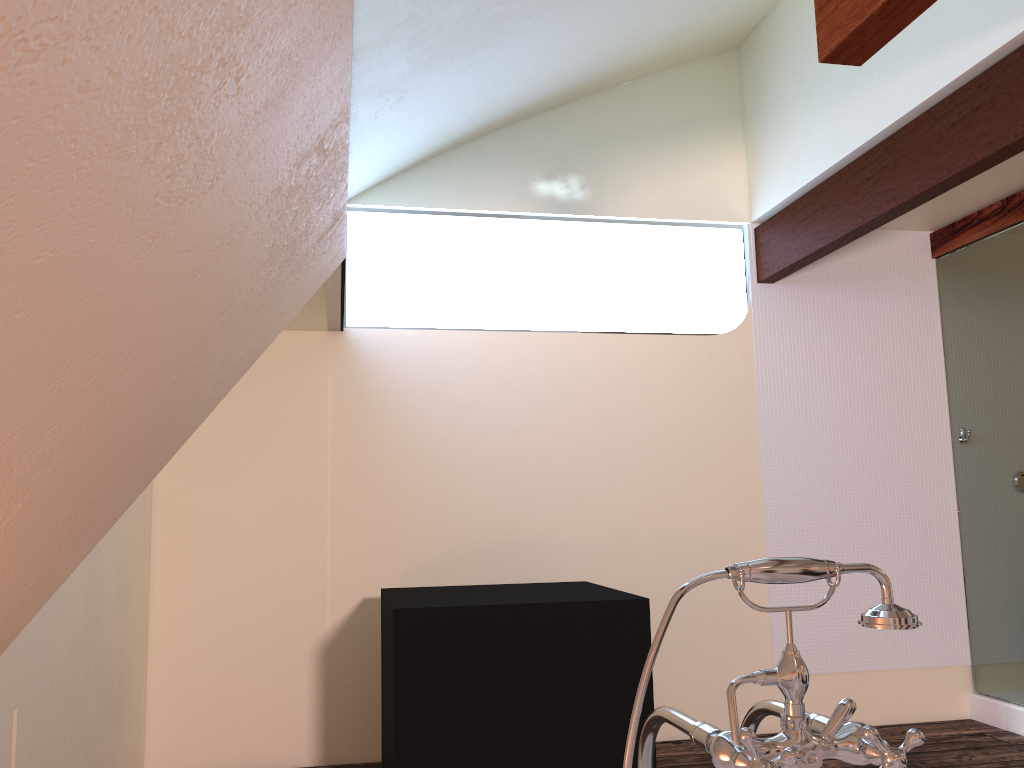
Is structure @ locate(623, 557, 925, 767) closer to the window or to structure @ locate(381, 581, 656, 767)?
structure @ locate(381, 581, 656, 767)

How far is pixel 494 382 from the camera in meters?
4.2

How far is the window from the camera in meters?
3.3

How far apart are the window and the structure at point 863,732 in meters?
2.1

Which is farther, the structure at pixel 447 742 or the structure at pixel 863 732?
the structure at pixel 447 742

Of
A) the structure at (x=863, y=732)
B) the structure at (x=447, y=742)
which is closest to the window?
the structure at (x=447, y=742)

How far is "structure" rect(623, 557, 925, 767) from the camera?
1.0 meters

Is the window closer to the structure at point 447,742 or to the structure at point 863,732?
the structure at point 447,742

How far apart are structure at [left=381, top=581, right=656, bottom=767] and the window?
1.1 meters

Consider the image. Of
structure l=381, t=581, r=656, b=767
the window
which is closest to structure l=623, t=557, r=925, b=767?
structure l=381, t=581, r=656, b=767
